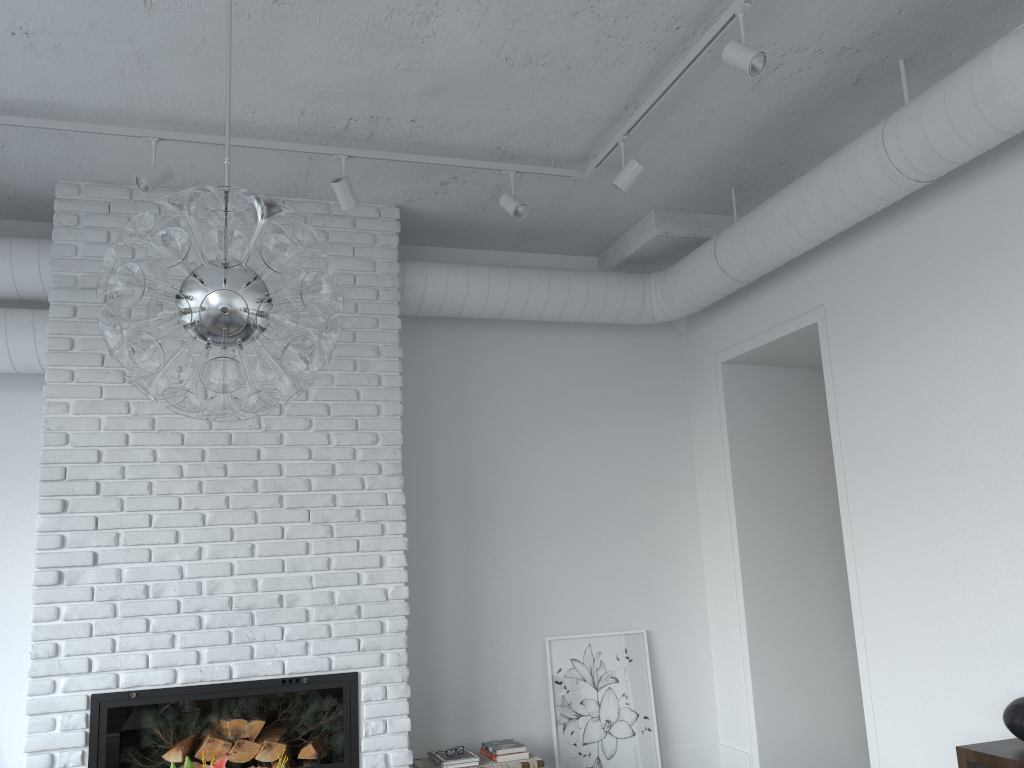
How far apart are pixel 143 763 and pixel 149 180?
2.51m

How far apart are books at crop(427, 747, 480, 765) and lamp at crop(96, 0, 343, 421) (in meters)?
2.78

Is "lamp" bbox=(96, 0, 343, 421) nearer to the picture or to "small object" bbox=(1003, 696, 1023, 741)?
"small object" bbox=(1003, 696, 1023, 741)

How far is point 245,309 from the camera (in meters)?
1.86

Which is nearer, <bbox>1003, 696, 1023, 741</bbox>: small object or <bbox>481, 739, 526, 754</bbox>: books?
<bbox>1003, 696, 1023, 741</bbox>: small object

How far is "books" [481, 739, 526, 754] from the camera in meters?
4.5

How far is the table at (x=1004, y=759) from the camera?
2.88m

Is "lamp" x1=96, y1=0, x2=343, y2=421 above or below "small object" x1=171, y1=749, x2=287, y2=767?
above

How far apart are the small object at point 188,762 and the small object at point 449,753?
2.73m

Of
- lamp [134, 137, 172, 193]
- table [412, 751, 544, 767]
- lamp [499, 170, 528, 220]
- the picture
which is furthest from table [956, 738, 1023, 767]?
lamp [134, 137, 172, 193]
